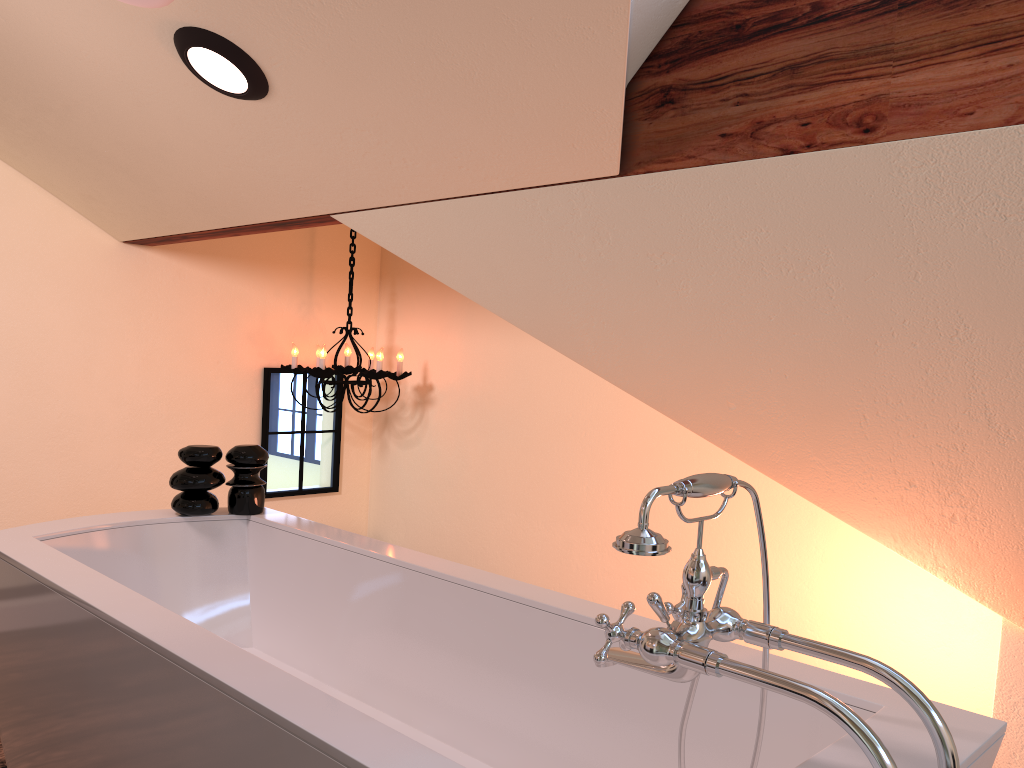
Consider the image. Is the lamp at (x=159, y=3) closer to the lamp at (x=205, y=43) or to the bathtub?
the lamp at (x=205, y=43)

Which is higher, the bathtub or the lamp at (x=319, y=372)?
the lamp at (x=319, y=372)

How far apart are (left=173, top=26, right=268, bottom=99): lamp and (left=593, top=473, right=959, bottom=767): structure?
1.6 meters

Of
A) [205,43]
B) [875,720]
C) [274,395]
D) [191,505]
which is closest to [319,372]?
[274,395]

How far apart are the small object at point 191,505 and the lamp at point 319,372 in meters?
1.3 m

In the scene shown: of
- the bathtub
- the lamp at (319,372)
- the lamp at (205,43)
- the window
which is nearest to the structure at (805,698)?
the bathtub

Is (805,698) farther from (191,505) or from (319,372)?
(319,372)

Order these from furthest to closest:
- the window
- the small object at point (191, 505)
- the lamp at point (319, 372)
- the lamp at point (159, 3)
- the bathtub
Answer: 1. the window
2. the lamp at point (319, 372)
3. the small object at point (191, 505)
4. the lamp at point (159, 3)
5. the bathtub

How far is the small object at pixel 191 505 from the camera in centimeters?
250cm

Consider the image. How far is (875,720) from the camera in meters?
1.3 m
